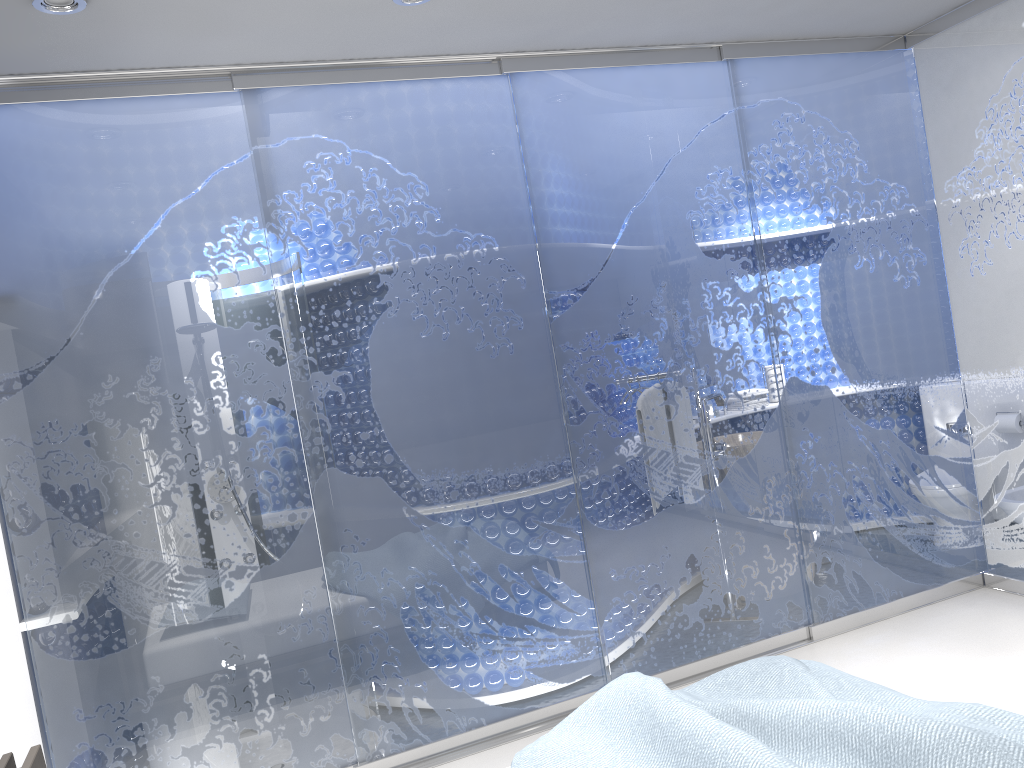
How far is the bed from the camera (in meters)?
1.95

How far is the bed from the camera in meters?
1.9 m
